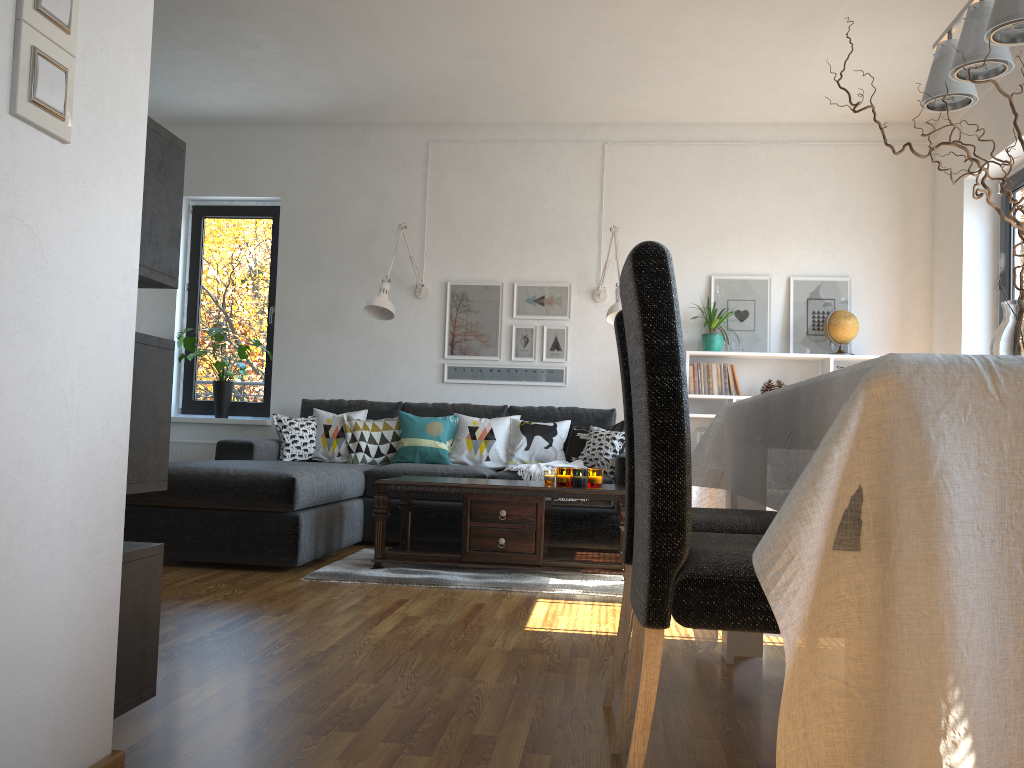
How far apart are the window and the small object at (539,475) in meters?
2.3

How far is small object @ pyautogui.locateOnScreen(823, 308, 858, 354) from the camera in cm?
557

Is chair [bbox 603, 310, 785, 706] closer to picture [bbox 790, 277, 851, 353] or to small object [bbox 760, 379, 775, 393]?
small object [bbox 760, 379, 775, 393]

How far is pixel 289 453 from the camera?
5.37m

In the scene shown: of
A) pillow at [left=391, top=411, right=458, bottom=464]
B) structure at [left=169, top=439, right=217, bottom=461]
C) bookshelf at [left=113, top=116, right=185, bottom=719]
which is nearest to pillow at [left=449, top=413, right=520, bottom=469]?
pillow at [left=391, top=411, right=458, bottom=464]

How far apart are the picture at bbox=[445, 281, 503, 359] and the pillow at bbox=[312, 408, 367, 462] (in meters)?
0.80

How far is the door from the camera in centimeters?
503cm

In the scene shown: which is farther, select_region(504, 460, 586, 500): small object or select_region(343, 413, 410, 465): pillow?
select_region(343, 413, 410, 465): pillow

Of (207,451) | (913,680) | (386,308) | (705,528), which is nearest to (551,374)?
(386,308)

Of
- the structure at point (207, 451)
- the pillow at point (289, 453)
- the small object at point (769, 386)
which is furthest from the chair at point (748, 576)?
the structure at point (207, 451)
